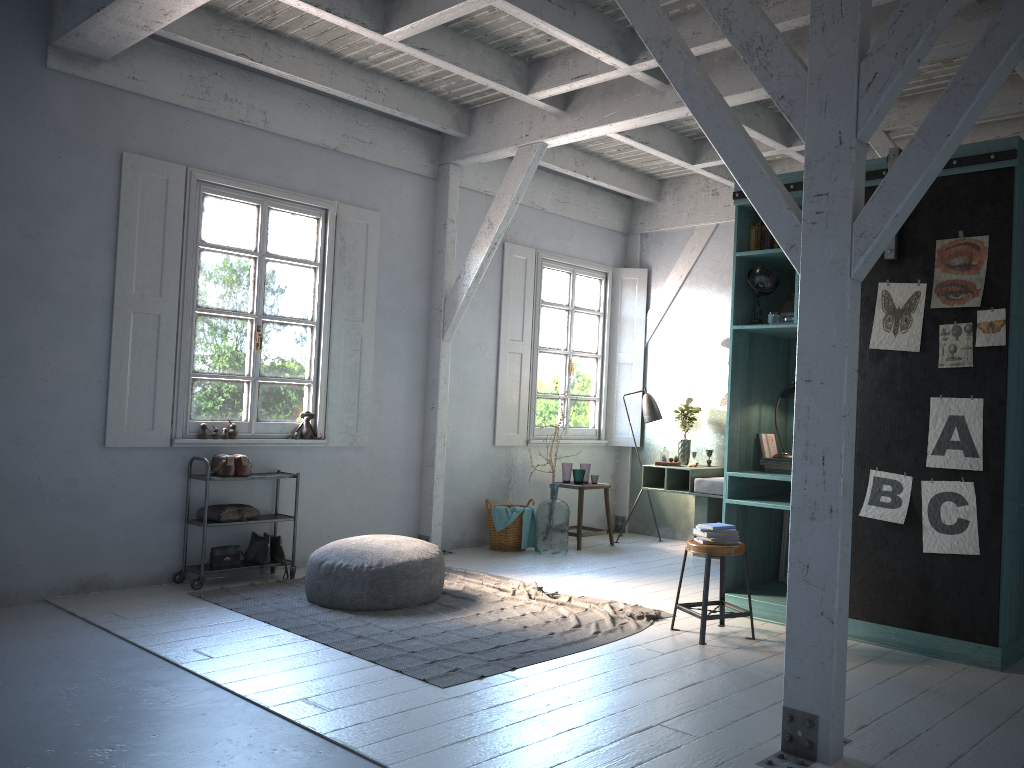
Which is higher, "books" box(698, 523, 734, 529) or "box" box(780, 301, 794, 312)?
"box" box(780, 301, 794, 312)

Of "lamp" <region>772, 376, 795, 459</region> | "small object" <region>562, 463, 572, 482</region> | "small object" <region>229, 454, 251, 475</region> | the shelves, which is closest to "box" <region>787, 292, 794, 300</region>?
"lamp" <region>772, 376, 795, 459</region>

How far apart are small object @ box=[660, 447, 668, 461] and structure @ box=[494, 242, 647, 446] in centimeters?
110cm

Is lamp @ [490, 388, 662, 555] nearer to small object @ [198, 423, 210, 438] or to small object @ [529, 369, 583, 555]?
small object @ [529, 369, 583, 555]

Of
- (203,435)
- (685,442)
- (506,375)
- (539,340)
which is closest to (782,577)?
(685,442)

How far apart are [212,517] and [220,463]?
0.5m

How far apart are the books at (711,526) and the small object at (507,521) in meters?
3.6 m

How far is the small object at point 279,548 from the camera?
7.7m

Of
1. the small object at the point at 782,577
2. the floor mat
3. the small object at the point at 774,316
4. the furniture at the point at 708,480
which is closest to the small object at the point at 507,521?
the floor mat

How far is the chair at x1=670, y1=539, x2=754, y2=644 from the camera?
5.7 meters
